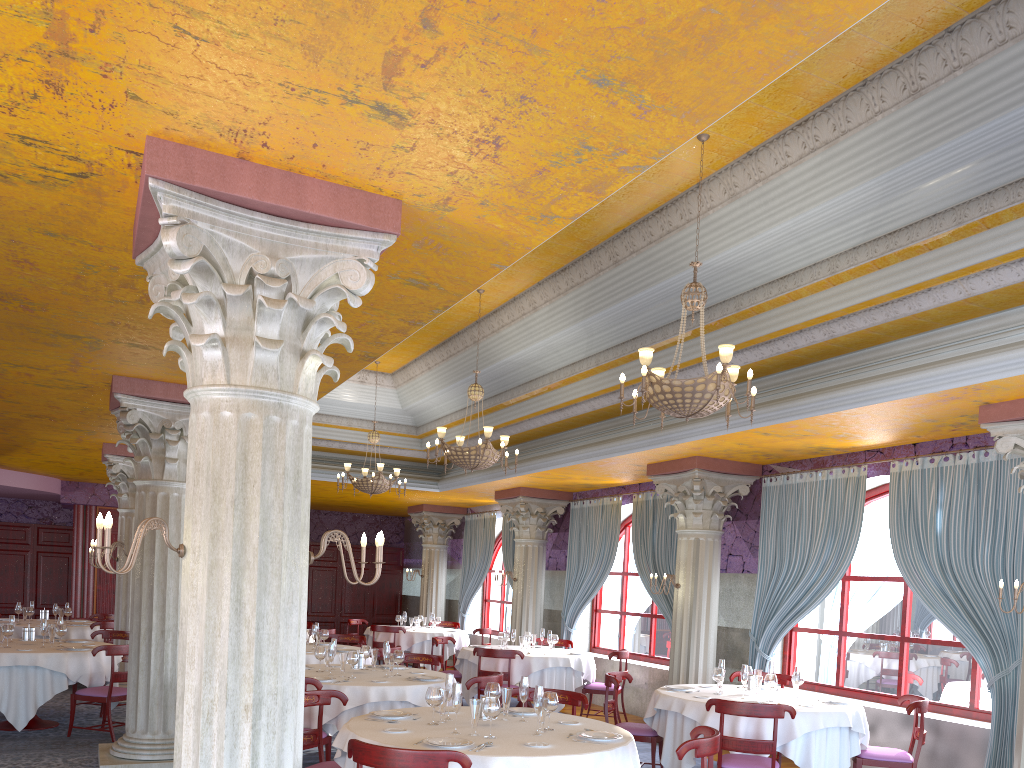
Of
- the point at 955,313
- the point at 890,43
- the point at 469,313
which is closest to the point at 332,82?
the point at 890,43

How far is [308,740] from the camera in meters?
6.1 m

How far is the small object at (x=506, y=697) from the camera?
5.9m

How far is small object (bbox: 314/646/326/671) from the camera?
8.4 meters

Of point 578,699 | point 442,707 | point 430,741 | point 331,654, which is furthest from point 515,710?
point 331,654

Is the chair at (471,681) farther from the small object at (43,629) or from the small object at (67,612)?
the small object at (67,612)

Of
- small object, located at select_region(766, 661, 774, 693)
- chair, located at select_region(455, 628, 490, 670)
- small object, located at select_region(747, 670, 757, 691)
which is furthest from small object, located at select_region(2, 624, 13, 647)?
chair, located at select_region(455, 628, 490, 670)

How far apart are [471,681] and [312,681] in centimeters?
144cm

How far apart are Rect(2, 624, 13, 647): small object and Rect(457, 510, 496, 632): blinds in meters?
9.9 m

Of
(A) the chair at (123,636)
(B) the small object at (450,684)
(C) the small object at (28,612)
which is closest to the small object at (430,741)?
(B) the small object at (450,684)
